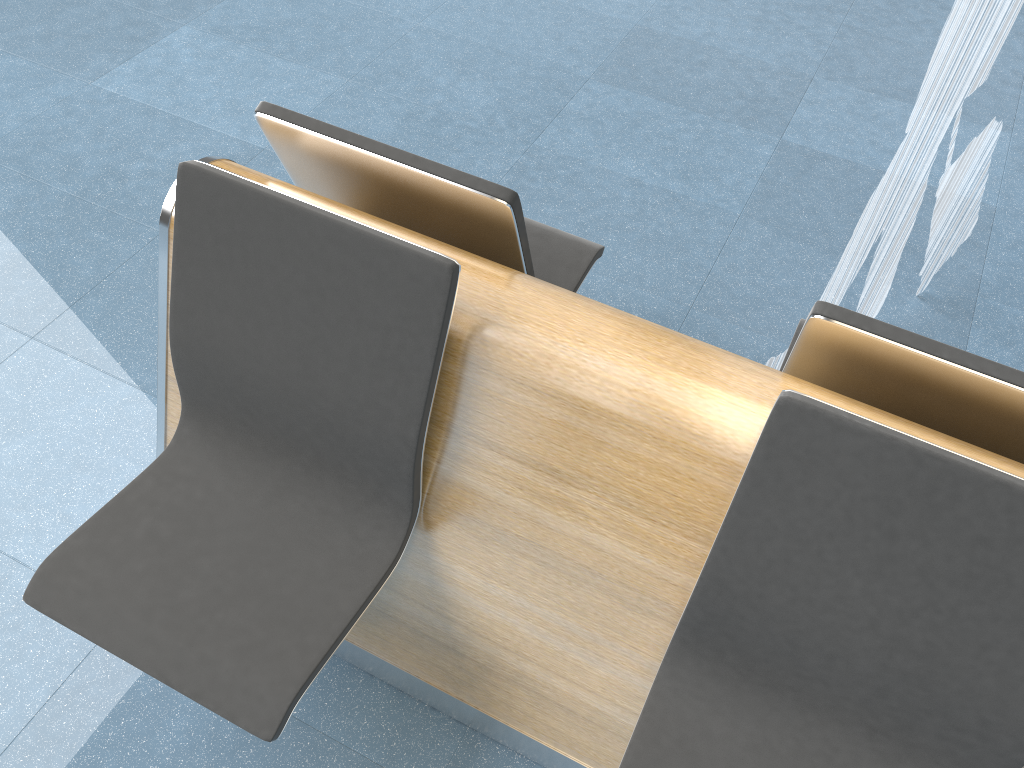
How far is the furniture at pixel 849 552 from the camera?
1.17m

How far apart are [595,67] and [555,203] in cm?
86

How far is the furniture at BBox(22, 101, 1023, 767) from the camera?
1.17m

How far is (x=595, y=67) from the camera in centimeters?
337cm

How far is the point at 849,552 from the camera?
1.2 meters
